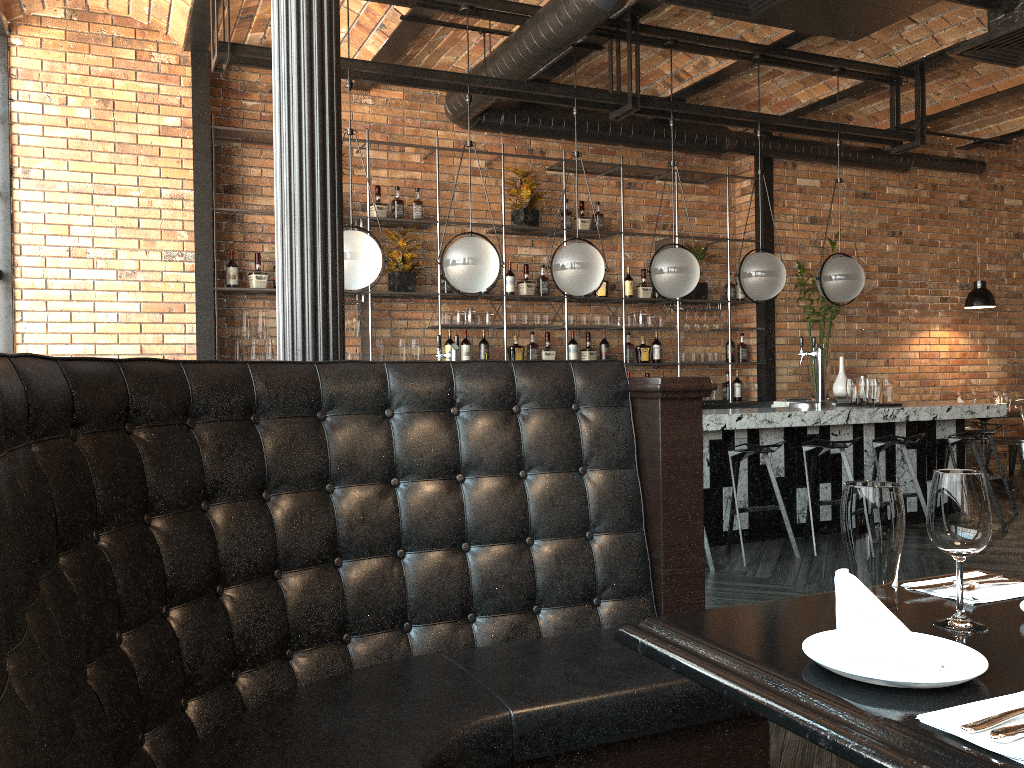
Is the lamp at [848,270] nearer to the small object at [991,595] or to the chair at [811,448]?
the chair at [811,448]

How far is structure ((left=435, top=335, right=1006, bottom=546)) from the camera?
5.9 meters

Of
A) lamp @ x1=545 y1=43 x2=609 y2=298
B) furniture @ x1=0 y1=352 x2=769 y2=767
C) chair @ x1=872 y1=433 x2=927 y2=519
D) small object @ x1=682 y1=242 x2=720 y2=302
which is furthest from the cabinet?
furniture @ x1=0 y1=352 x2=769 y2=767

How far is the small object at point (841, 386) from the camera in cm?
771

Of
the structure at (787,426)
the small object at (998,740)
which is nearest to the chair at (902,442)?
the structure at (787,426)

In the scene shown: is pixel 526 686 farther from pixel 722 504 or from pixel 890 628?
pixel 722 504

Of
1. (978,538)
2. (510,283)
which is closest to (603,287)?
(510,283)

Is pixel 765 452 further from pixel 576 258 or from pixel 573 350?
pixel 573 350

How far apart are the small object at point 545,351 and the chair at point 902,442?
2.7 meters

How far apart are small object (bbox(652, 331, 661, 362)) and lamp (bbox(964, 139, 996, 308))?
3.3m
